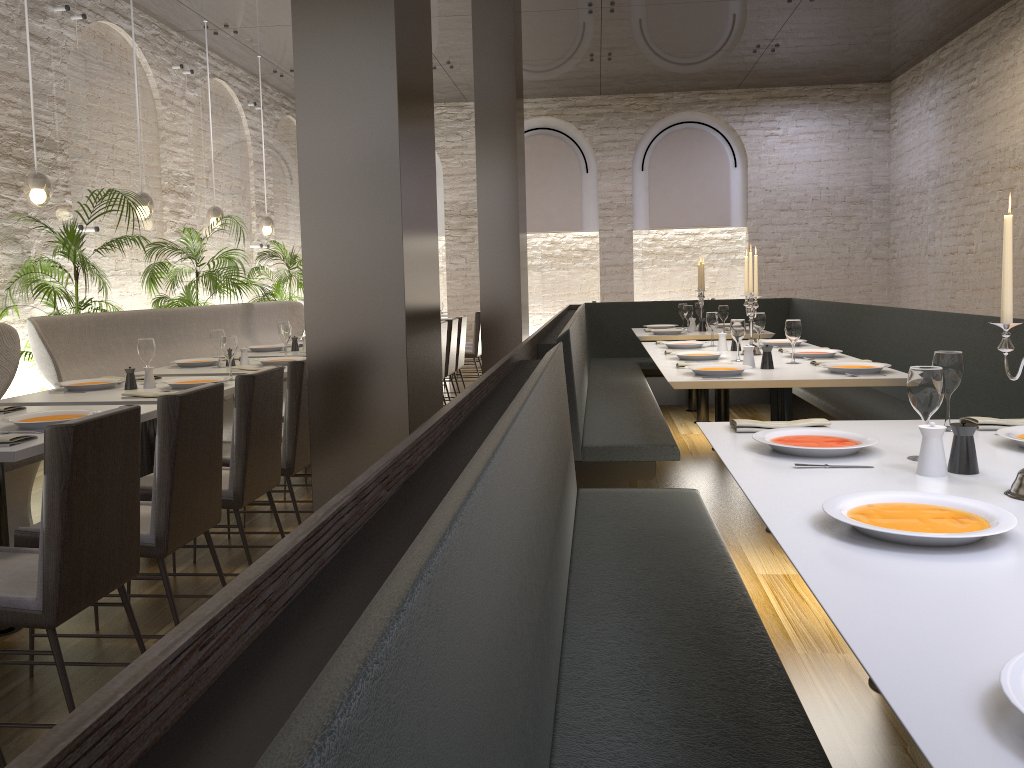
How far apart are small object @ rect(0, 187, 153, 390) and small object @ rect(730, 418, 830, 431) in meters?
4.7 m

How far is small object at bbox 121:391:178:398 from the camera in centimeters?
388cm

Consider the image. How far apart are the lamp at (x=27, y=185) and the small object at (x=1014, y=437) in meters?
5.9

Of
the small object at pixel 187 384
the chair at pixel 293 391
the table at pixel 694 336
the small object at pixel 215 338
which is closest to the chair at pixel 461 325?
the table at pixel 694 336

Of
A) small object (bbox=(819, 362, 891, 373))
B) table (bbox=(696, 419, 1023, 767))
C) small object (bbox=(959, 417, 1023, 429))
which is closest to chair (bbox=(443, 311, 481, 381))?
small object (bbox=(819, 362, 891, 373))

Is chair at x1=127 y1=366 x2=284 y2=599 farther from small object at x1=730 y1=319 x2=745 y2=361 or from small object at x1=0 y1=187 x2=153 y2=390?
small object at x1=0 y1=187 x2=153 y2=390

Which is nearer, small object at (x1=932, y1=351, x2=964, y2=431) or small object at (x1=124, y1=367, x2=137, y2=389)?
small object at (x1=932, y1=351, x2=964, y2=431)

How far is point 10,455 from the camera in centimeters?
267cm

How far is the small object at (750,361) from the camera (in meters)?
4.46

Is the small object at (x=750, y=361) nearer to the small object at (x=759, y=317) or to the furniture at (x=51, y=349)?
the small object at (x=759, y=317)
